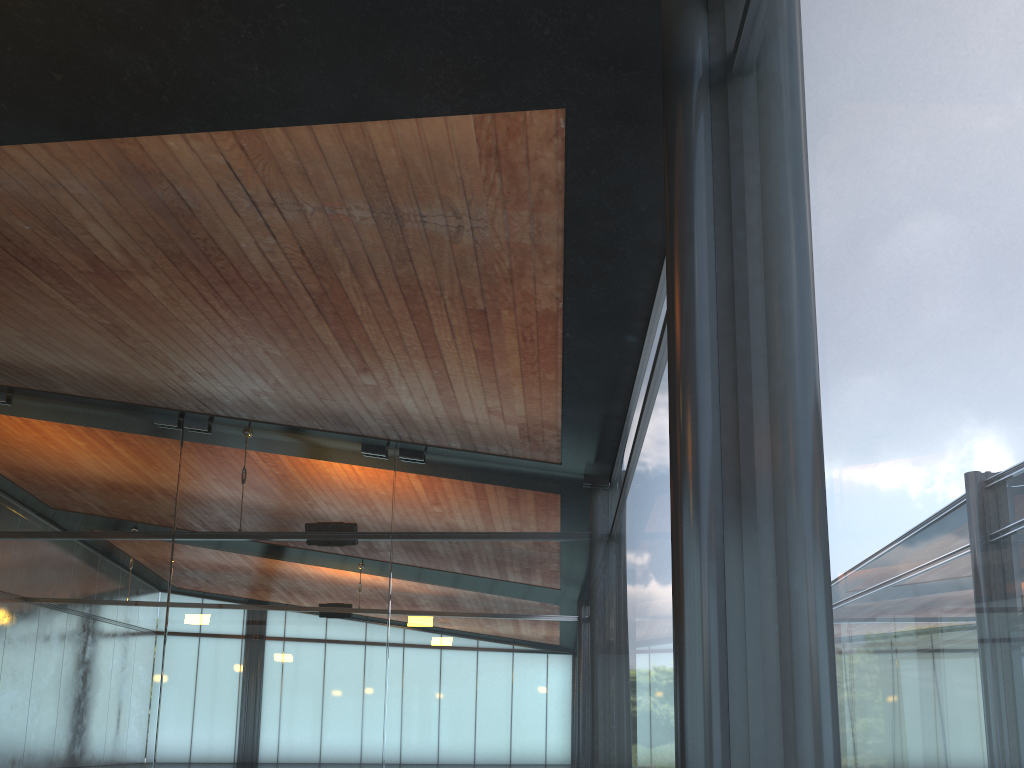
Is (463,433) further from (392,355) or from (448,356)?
(448,356)
